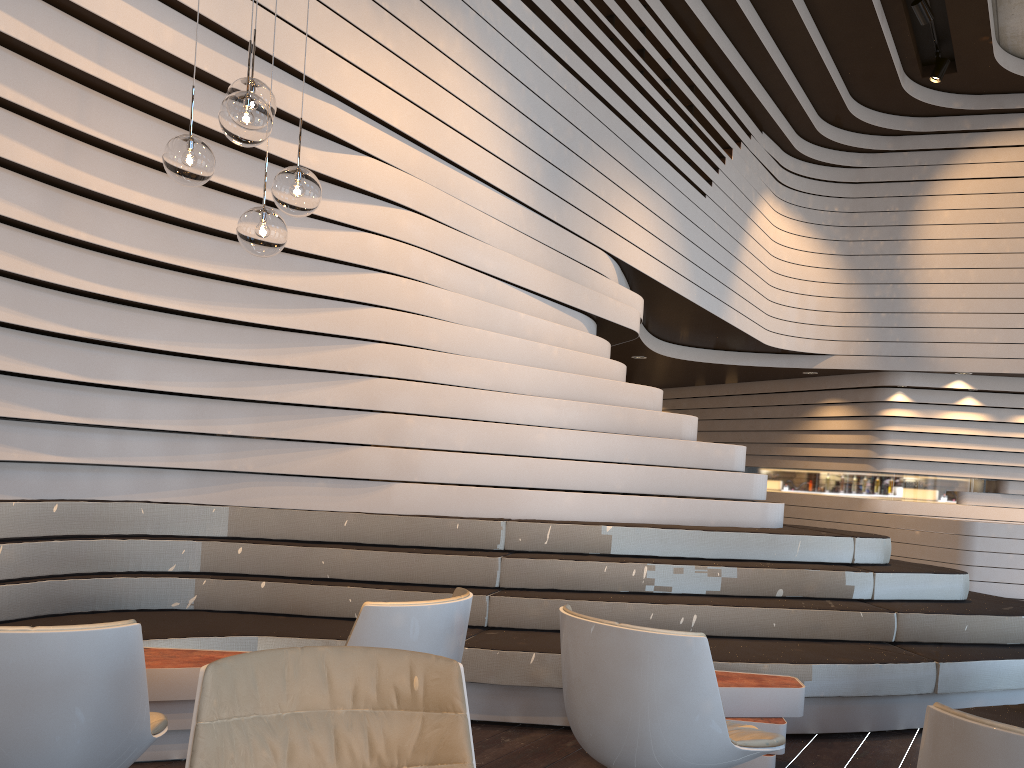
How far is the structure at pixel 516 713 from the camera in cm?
395

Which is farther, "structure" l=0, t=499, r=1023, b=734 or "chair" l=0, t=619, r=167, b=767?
"structure" l=0, t=499, r=1023, b=734

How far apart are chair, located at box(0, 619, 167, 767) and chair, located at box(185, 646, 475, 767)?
0.44m

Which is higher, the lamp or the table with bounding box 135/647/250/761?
the lamp

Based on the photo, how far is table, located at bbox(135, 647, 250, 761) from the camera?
3.18m

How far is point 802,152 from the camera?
11.0m

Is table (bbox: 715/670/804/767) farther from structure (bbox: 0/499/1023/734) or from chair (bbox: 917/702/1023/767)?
chair (bbox: 917/702/1023/767)

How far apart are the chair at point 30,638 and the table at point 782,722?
2.07m

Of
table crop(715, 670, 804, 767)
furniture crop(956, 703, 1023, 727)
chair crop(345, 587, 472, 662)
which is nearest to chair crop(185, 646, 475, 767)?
chair crop(345, 587, 472, 662)

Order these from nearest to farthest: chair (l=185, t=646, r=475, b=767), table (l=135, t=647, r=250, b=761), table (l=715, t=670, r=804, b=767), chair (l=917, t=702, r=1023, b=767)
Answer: chair (l=917, t=702, r=1023, b=767)
chair (l=185, t=646, r=475, b=767)
table (l=135, t=647, r=250, b=761)
table (l=715, t=670, r=804, b=767)
